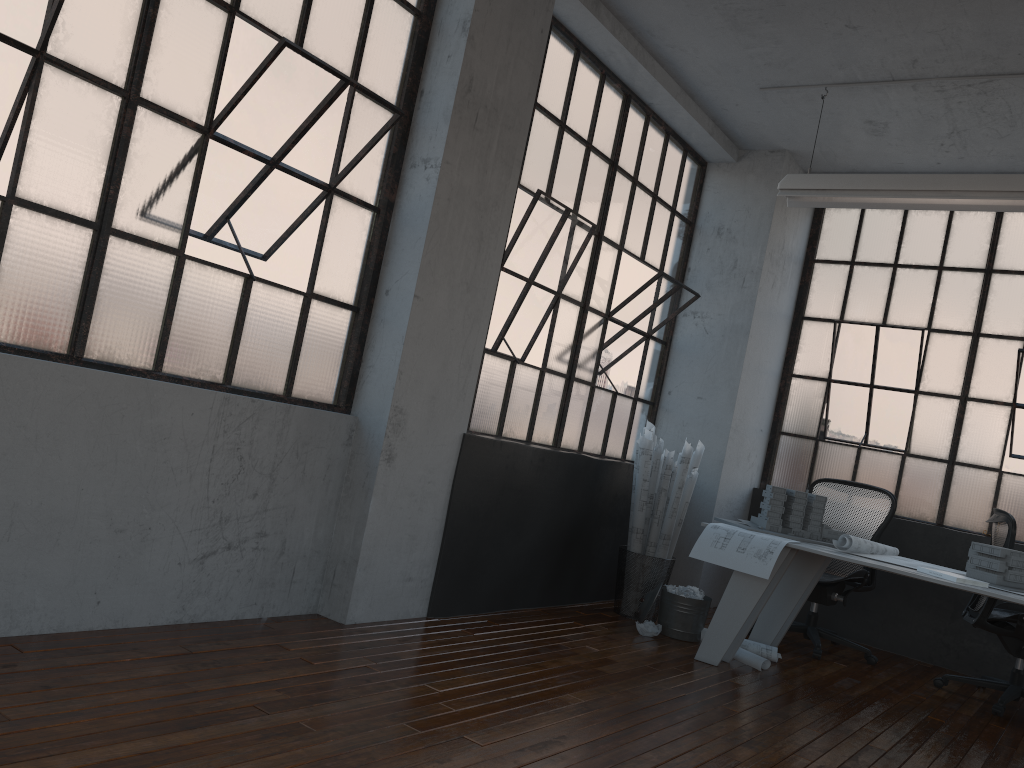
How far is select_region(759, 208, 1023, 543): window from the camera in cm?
602

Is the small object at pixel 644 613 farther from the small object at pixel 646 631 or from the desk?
the desk

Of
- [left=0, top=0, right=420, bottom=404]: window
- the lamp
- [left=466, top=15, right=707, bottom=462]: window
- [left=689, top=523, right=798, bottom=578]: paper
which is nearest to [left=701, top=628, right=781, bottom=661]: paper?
[left=689, top=523, right=798, bottom=578]: paper

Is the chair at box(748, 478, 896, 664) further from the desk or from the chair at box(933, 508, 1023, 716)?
the chair at box(933, 508, 1023, 716)

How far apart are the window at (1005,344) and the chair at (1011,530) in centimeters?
66cm

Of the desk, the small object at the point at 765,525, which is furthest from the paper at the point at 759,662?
the small object at the point at 765,525

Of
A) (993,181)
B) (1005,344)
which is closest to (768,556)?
(993,181)

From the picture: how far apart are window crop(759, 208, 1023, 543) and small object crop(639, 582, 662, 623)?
2.1 meters

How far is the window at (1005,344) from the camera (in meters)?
6.02

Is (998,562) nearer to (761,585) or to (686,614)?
(761,585)
